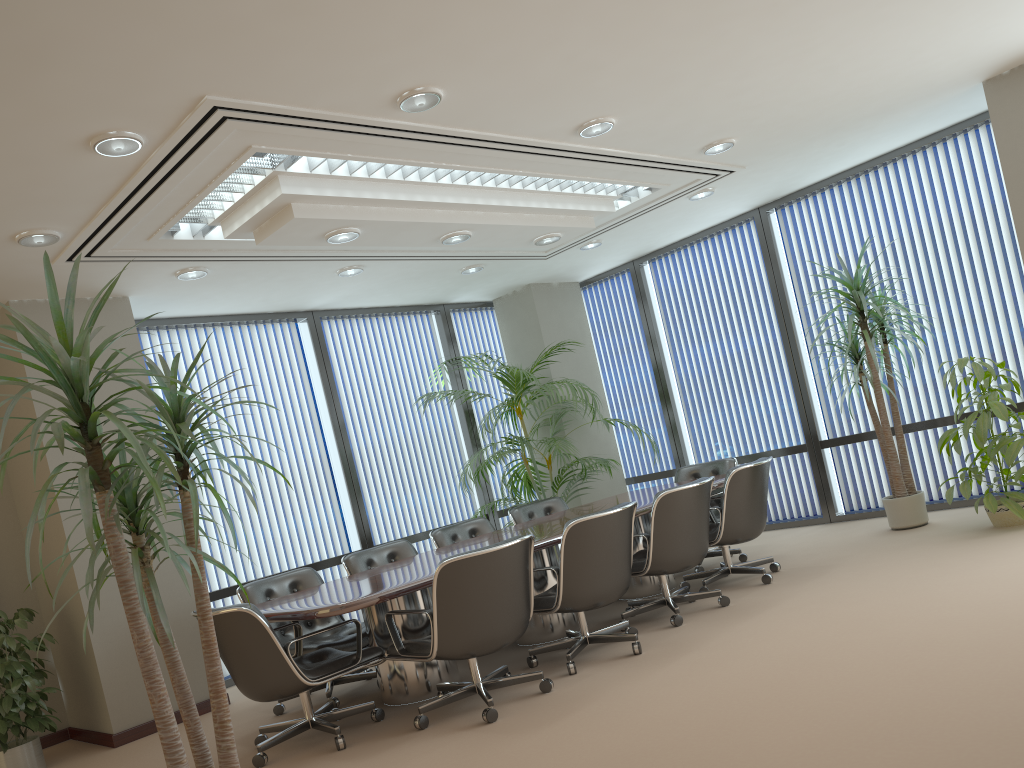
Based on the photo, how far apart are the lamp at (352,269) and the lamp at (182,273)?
1.2m

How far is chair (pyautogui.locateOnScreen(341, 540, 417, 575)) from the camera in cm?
635

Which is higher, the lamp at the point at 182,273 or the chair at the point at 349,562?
the lamp at the point at 182,273

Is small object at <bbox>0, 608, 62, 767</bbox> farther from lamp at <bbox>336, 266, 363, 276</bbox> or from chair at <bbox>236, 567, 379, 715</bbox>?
lamp at <bbox>336, 266, 363, 276</bbox>

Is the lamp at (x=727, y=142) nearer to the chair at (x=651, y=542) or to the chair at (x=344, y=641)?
the chair at (x=651, y=542)

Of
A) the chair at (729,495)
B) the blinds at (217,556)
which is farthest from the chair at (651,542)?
the blinds at (217,556)

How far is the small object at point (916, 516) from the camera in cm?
693

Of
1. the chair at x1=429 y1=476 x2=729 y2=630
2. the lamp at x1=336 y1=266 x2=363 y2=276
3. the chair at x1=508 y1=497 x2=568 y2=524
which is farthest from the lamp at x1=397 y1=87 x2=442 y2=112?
the chair at x1=508 y1=497 x2=568 y2=524

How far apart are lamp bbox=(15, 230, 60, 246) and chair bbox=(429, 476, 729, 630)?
3.4m

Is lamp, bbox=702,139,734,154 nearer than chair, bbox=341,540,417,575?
Yes
